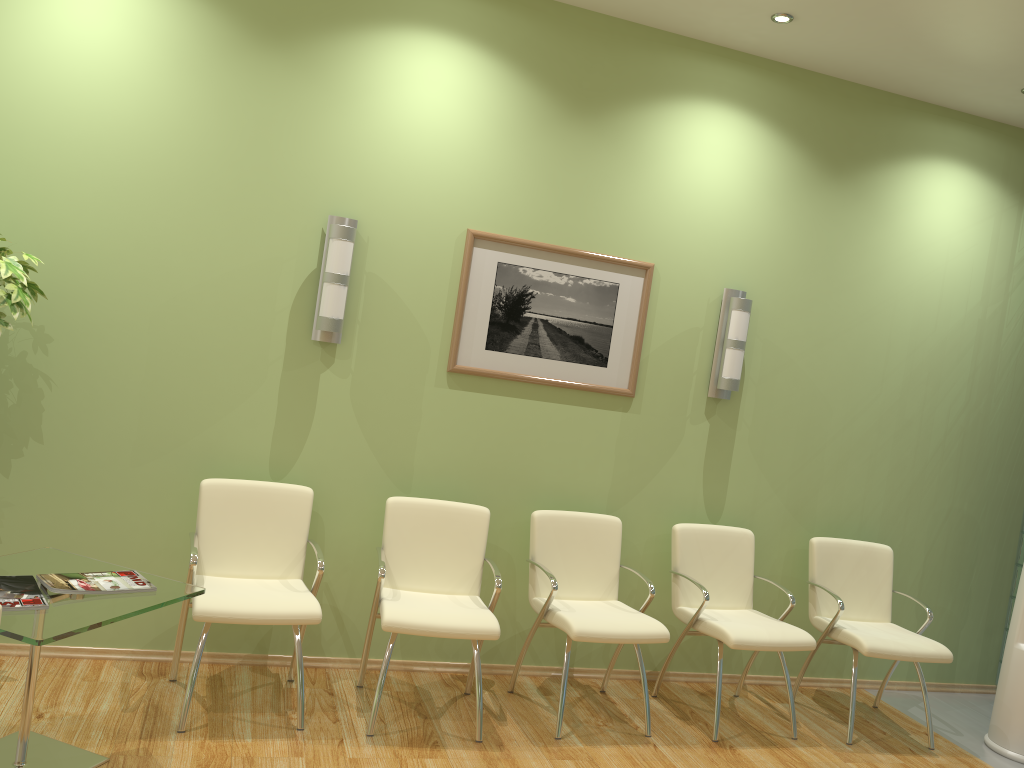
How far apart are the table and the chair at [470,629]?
0.7 meters

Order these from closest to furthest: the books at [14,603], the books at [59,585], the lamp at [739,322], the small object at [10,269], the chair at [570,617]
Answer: the books at [14,603] < the books at [59,585] < the small object at [10,269] < the chair at [570,617] < the lamp at [739,322]

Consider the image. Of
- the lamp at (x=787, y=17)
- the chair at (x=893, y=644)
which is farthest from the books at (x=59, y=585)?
the lamp at (x=787, y=17)

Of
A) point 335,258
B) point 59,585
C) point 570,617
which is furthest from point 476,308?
point 59,585

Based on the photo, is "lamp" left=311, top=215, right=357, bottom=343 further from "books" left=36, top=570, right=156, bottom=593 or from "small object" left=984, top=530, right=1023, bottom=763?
"small object" left=984, top=530, right=1023, bottom=763

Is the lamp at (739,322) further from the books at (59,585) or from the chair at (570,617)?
the books at (59,585)

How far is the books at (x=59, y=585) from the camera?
2.92m

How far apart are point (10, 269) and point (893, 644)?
4.2 meters

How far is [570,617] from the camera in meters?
3.9

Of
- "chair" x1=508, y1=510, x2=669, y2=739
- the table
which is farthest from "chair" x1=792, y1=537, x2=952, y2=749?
the table
